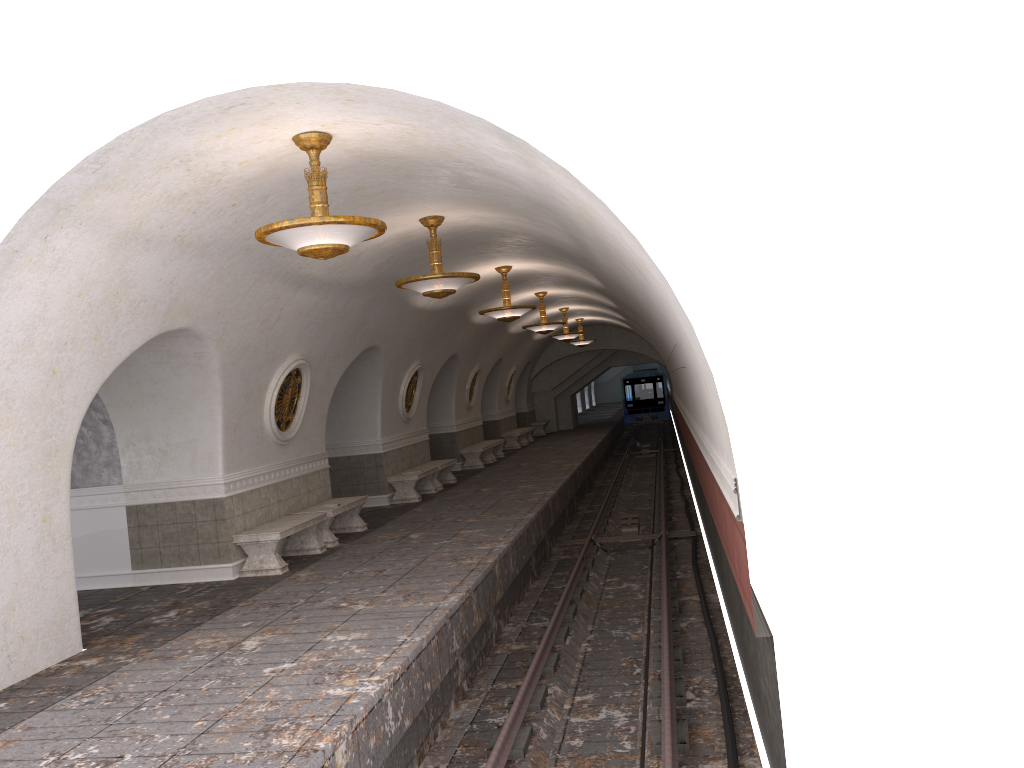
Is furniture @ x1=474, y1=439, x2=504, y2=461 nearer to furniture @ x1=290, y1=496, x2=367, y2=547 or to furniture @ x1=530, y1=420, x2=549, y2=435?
furniture @ x1=530, y1=420, x2=549, y2=435

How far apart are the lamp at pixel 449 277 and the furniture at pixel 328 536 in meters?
3.5

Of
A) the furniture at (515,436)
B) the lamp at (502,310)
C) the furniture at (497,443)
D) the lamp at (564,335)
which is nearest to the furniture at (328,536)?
the lamp at (502,310)

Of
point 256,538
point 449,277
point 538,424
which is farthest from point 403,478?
point 538,424

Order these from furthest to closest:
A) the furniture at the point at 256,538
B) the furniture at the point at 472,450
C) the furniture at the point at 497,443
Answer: the furniture at the point at 497,443 < the furniture at the point at 472,450 < the furniture at the point at 256,538

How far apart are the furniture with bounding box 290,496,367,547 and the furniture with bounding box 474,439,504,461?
10.8 meters

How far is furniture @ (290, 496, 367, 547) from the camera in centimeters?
1215cm

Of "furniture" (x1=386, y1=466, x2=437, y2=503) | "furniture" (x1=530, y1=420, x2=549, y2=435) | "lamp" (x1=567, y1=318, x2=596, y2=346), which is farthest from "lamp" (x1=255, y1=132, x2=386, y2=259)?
"furniture" (x1=530, y1=420, x2=549, y2=435)

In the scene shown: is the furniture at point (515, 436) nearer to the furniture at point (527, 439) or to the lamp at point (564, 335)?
the furniture at point (527, 439)

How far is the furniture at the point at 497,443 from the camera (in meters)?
24.33
